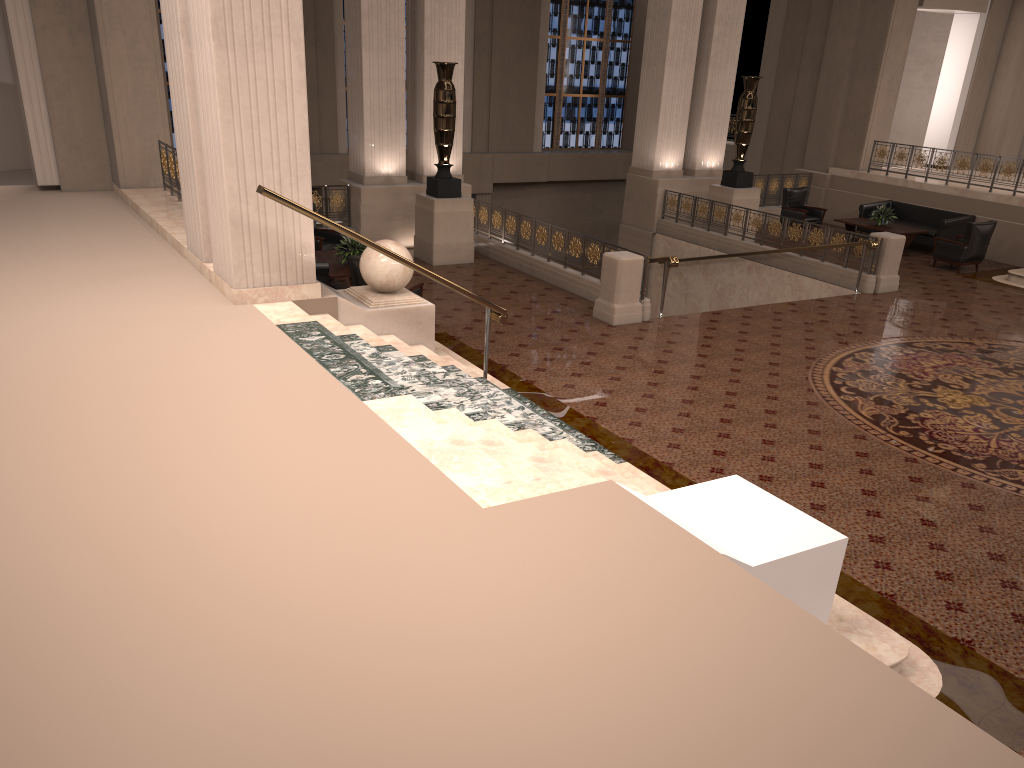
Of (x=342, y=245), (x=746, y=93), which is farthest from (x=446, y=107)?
(x=746, y=93)

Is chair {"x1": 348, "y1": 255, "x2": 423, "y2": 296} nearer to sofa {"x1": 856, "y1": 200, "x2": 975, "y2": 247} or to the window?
sofa {"x1": 856, "y1": 200, "x2": 975, "y2": 247}

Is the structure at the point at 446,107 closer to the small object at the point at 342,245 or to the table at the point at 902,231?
the small object at the point at 342,245

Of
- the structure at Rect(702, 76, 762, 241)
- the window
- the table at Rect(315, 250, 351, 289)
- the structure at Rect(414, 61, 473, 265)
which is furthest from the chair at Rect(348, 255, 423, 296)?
the window

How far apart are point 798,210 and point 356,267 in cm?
1088

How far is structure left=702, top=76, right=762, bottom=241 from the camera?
16.0m

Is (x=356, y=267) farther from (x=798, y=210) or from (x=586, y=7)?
(x=586, y=7)

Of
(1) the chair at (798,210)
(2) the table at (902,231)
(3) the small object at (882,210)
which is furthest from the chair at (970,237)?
(1) the chair at (798,210)

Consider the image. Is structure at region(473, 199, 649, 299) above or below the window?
below

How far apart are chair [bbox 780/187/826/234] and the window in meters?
8.4 m
